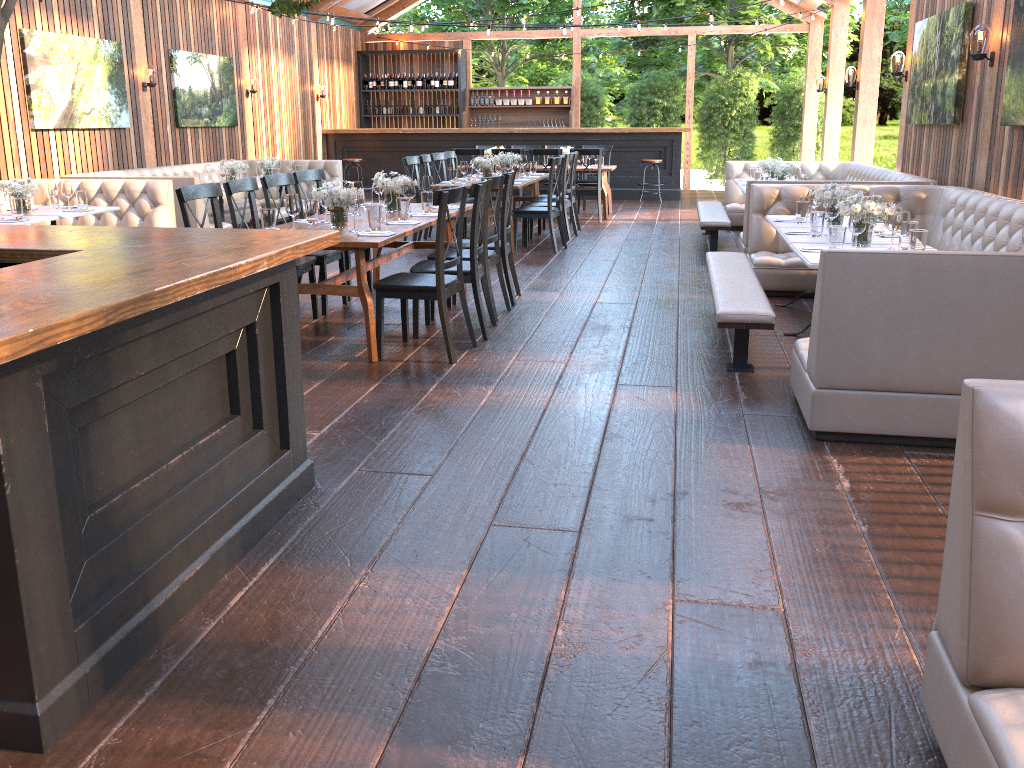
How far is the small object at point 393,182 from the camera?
6.5m

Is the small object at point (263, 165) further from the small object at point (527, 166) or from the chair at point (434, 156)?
the small object at point (527, 166)

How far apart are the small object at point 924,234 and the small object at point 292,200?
3.5 meters

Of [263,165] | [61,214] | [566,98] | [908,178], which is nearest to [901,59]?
[908,178]

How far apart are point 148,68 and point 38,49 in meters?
1.9

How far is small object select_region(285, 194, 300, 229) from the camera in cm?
529

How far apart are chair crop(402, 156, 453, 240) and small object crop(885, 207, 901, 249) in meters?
5.8 m

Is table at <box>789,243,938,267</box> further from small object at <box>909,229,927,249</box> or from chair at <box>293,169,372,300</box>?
chair at <box>293,169,372,300</box>

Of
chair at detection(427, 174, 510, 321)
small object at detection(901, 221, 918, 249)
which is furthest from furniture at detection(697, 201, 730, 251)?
small object at detection(901, 221, 918, 249)

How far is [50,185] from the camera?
7.59m
